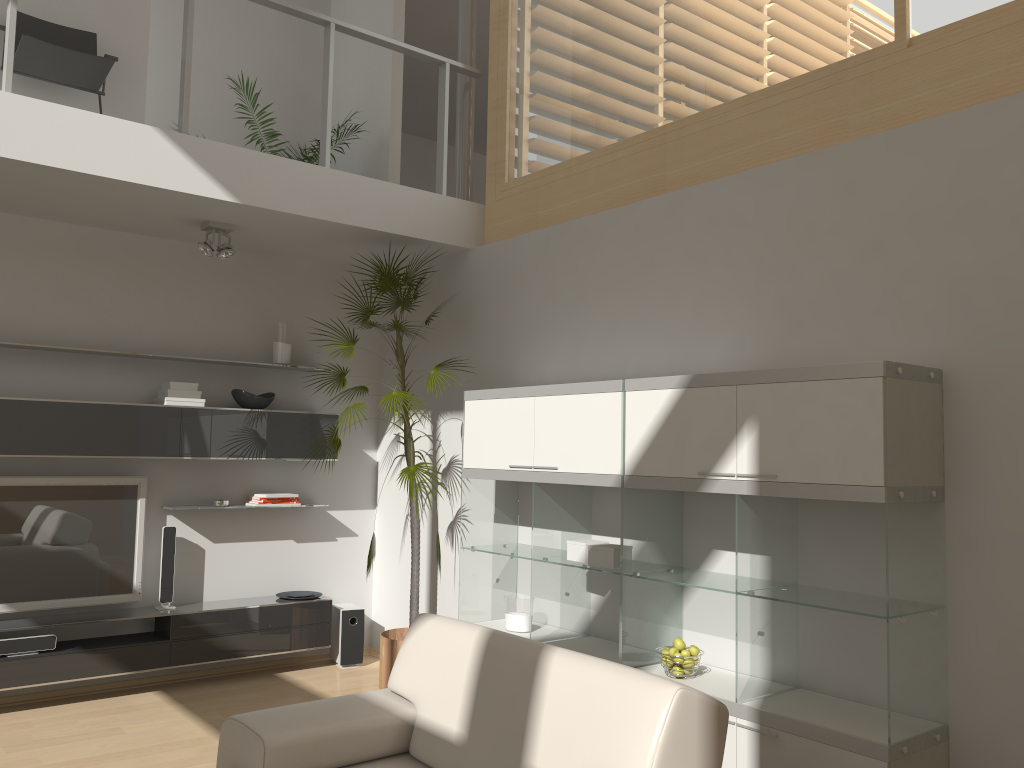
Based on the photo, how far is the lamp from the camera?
5.0 meters

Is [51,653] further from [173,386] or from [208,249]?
[208,249]

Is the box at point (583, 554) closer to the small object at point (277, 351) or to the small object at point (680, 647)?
the small object at point (680, 647)

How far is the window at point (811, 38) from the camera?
3.9 meters

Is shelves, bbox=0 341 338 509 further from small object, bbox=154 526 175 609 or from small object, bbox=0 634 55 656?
small object, bbox=0 634 55 656

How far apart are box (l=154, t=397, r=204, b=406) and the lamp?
0.9m

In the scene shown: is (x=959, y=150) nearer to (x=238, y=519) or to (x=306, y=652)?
(x=238, y=519)

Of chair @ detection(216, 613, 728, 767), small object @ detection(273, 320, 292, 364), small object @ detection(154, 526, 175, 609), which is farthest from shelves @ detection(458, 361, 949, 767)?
small object @ detection(154, 526, 175, 609)

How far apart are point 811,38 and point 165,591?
4.6m

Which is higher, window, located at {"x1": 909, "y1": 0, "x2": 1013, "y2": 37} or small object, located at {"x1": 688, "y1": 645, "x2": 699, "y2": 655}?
window, located at {"x1": 909, "y1": 0, "x2": 1013, "y2": 37}
